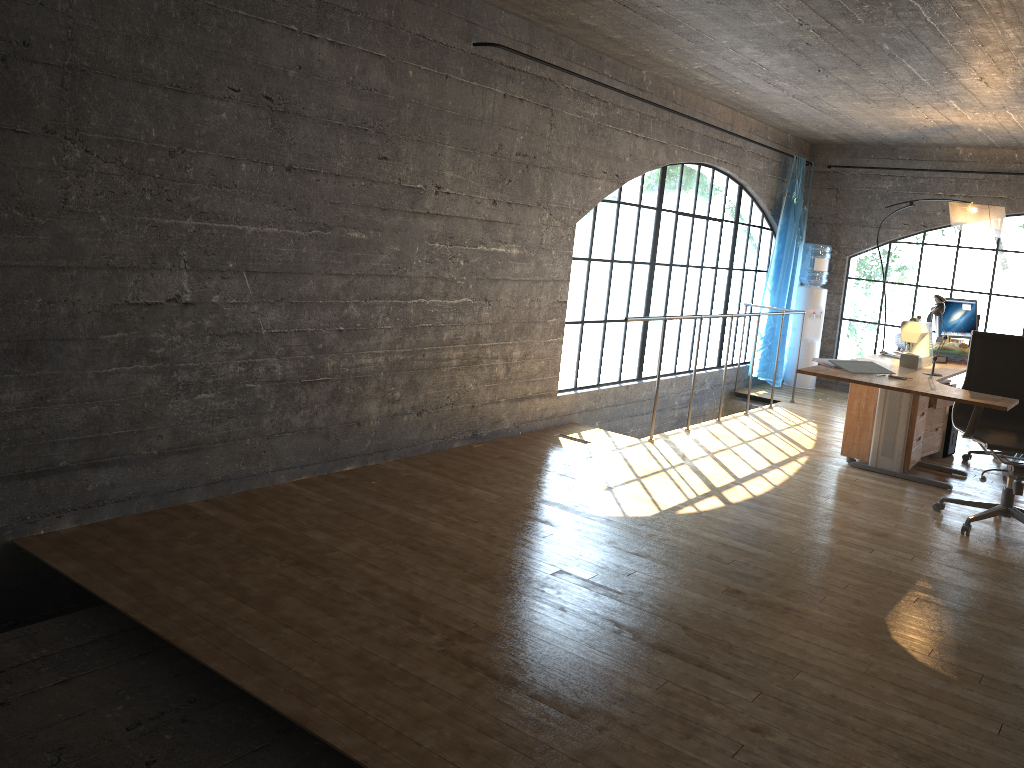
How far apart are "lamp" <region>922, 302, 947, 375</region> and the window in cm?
222

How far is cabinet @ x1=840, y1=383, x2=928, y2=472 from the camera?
5.6 meters

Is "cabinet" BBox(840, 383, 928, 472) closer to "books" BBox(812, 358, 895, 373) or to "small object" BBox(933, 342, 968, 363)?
"small object" BBox(933, 342, 968, 363)

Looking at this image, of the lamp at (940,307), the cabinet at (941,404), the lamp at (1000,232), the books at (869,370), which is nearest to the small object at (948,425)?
the cabinet at (941,404)

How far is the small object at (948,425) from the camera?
6.3m

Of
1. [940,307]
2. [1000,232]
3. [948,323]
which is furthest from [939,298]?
[940,307]

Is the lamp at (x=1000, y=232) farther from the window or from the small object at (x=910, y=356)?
the window

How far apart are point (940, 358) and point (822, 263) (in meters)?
3.40

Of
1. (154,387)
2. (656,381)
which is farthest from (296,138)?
(656,381)

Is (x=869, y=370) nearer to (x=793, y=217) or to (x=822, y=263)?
(x=793, y=217)
